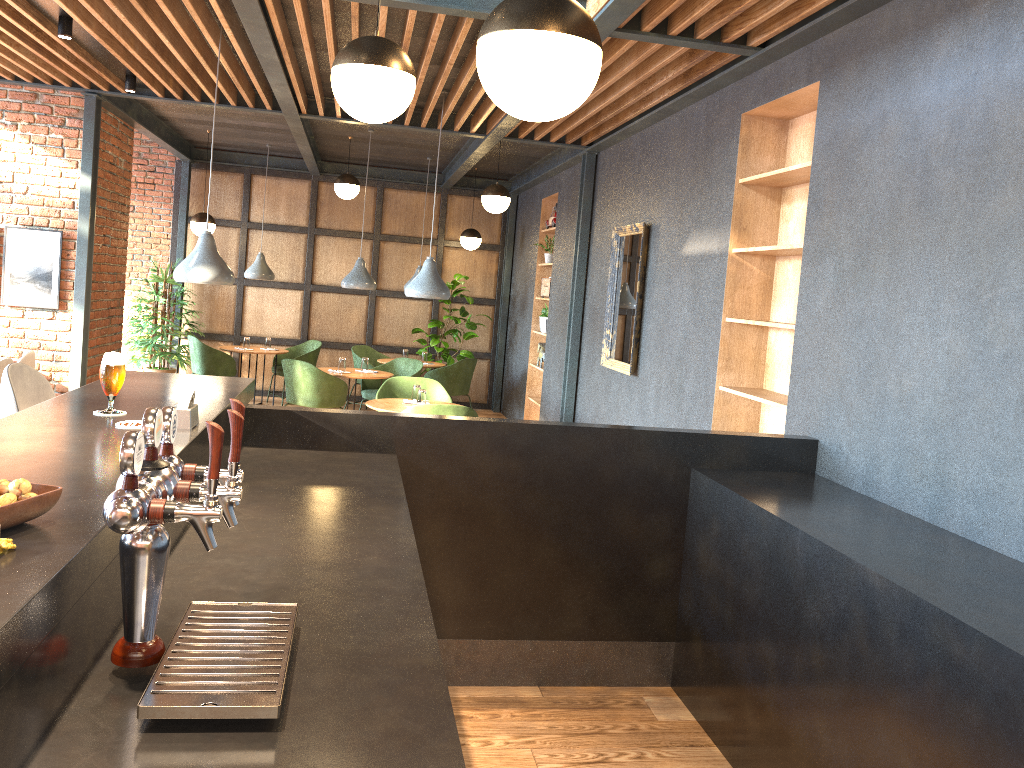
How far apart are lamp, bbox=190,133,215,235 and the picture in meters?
2.6 m

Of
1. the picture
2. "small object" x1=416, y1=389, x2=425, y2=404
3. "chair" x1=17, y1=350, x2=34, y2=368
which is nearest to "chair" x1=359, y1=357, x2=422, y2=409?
"small object" x1=416, y1=389, x2=425, y2=404

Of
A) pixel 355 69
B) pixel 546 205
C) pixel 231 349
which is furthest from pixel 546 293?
pixel 355 69

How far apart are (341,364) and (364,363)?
0.3m

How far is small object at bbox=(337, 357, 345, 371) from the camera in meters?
8.8

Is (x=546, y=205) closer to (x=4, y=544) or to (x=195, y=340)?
(x=195, y=340)

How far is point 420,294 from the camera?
6.6 meters

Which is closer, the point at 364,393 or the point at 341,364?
the point at 341,364

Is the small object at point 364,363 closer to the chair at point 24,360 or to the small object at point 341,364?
the small object at point 341,364

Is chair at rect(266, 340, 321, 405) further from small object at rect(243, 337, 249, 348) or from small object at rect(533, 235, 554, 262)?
small object at rect(533, 235, 554, 262)
